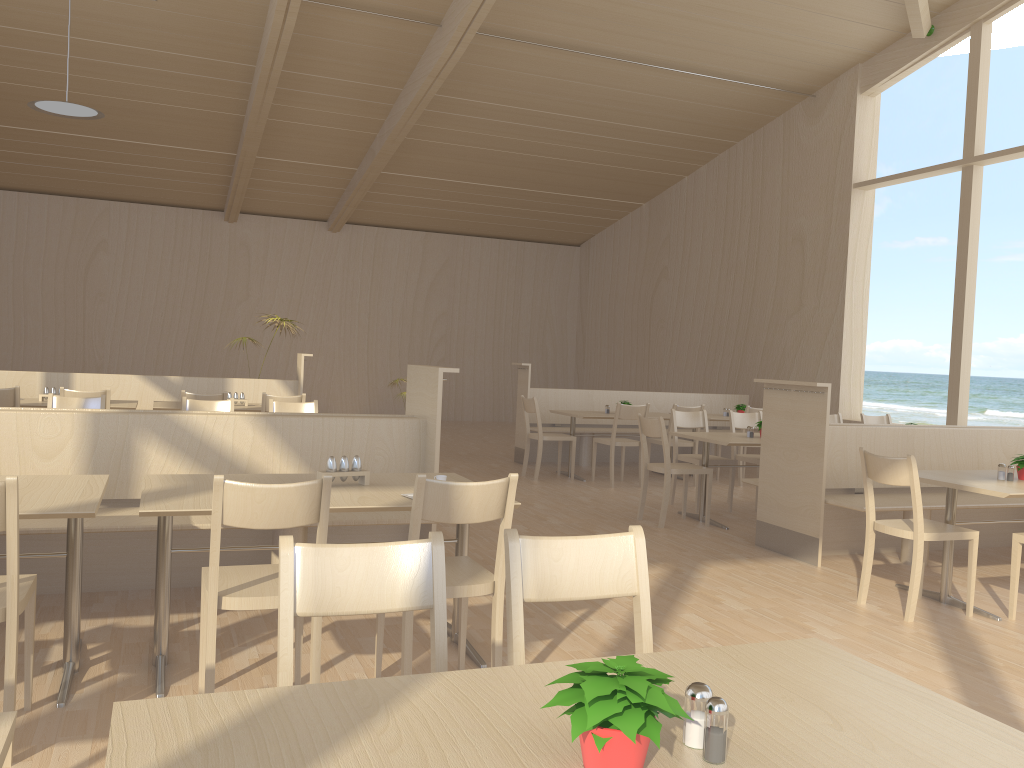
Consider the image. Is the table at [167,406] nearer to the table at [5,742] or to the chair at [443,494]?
the chair at [443,494]

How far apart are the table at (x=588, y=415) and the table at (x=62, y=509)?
5.6 meters

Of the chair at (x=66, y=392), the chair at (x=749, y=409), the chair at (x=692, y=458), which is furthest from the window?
the chair at (x=66, y=392)

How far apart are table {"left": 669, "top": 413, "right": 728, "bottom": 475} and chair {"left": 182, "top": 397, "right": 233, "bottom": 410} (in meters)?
5.00

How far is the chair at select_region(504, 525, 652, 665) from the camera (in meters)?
1.89

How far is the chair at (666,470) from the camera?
6.3 meters

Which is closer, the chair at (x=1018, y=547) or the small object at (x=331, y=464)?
the small object at (x=331, y=464)

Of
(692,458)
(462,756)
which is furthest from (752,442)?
(462,756)

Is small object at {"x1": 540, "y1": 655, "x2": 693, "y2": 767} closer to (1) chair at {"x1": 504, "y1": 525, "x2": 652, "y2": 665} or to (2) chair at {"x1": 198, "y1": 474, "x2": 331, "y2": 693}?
(1) chair at {"x1": 504, "y1": 525, "x2": 652, "y2": 665}

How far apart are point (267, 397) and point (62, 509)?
4.3 meters
